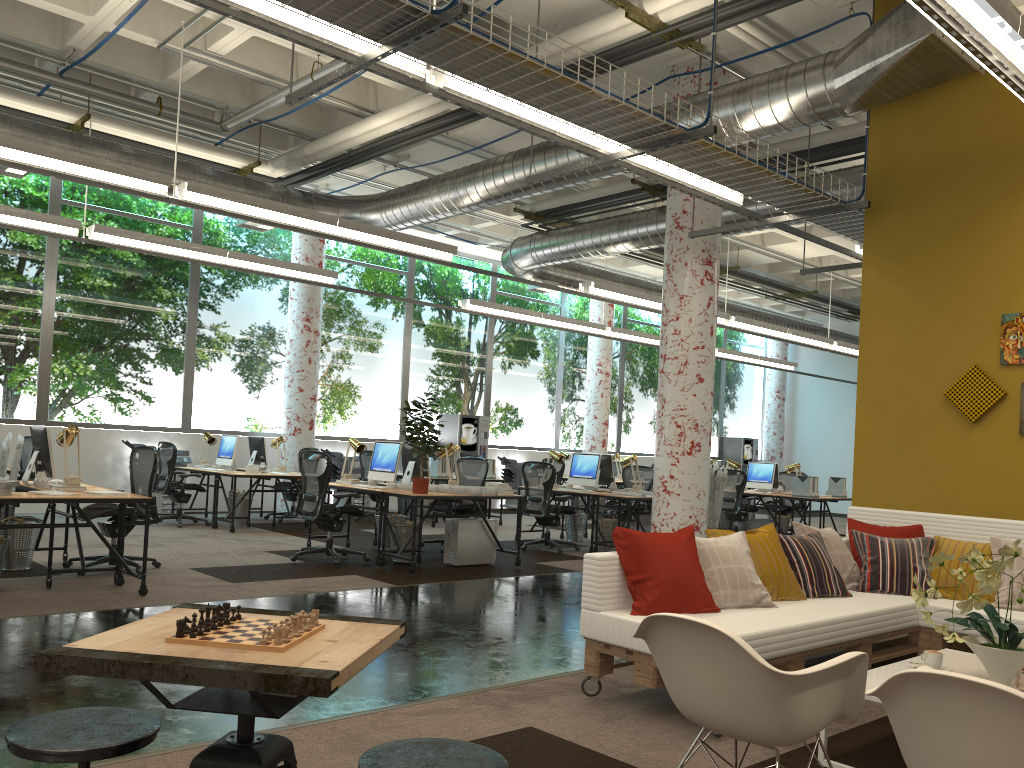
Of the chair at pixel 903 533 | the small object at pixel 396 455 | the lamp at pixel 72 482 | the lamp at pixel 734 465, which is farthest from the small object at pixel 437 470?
the chair at pixel 903 533

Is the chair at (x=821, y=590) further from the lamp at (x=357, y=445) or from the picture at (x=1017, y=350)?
the lamp at (x=357, y=445)

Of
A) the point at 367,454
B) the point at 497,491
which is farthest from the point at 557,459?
the point at 367,454

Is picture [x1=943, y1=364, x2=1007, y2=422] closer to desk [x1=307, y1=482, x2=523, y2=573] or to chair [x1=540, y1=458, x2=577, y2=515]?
desk [x1=307, y1=482, x2=523, y2=573]

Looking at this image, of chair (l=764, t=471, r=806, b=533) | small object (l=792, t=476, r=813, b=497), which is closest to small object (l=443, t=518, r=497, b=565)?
small object (l=792, t=476, r=813, b=497)

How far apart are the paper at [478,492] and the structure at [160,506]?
5.5 meters

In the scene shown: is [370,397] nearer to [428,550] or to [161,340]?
[161,340]

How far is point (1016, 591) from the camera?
5.0m

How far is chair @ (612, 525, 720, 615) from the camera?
4.3 meters

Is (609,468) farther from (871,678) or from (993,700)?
(993,700)
